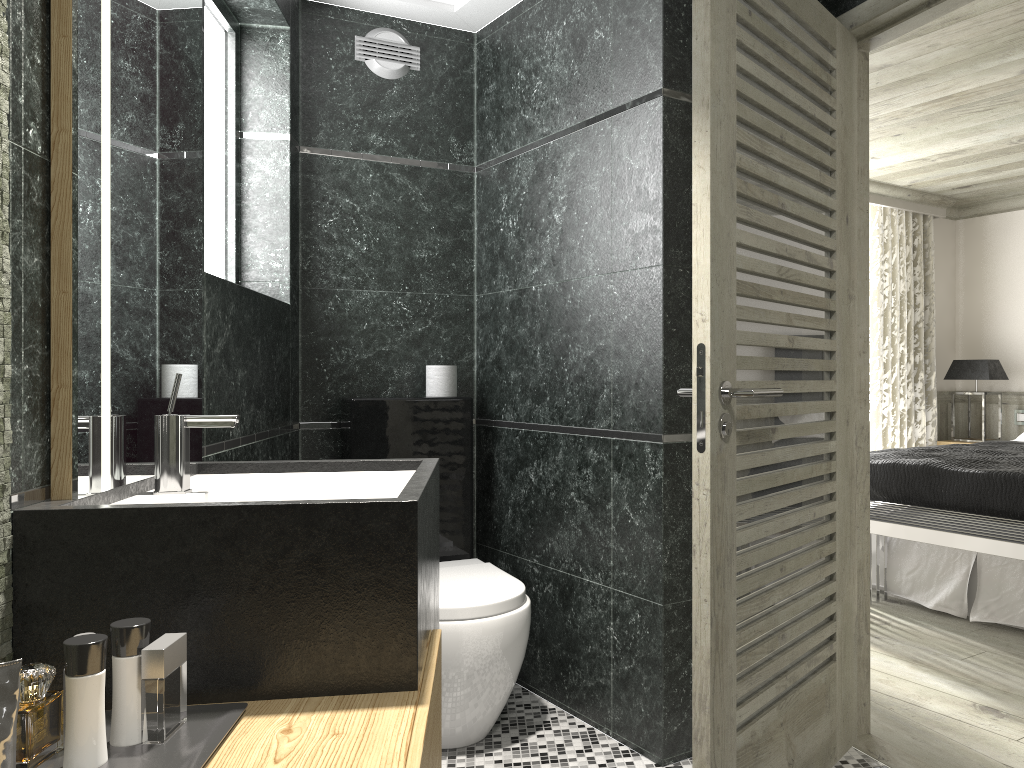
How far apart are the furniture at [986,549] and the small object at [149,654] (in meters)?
3.30

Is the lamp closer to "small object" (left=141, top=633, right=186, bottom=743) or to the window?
the window

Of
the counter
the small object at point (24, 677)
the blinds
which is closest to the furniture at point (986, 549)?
the blinds

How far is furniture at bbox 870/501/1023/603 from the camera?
3.6m

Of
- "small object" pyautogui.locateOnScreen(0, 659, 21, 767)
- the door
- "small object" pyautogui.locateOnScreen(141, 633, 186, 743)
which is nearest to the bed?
the door

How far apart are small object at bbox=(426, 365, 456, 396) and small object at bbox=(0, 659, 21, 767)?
2.6 meters

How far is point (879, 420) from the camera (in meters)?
6.78

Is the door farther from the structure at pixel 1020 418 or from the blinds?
the structure at pixel 1020 418

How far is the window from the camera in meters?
3.3 m

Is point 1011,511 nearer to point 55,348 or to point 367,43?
point 367,43
